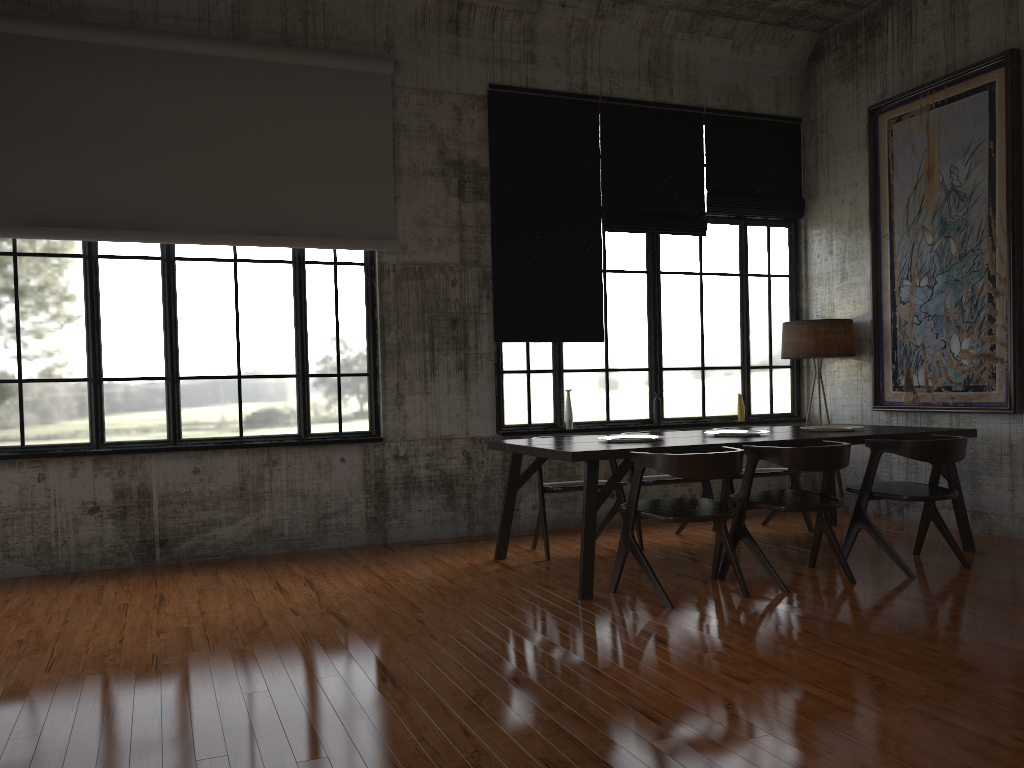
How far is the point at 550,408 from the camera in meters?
9.1 m

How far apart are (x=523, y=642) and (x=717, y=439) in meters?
2.6

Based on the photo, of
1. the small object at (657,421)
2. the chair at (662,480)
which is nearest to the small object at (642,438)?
the chair at (662,480)

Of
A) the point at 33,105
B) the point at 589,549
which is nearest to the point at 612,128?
the point at 589,549

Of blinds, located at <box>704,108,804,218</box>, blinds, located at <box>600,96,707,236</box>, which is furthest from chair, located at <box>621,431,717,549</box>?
blinds, located at <box>704,108,804,218</box>

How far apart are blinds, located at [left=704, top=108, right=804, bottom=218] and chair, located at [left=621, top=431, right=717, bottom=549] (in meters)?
3.25

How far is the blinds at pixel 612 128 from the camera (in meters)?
9.26

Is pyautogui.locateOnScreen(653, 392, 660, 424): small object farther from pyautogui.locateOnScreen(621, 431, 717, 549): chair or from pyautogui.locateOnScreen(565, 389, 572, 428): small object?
pyautogui.locateOnScreen(621, 431, 717, 549): chair

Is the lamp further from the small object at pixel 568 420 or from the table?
the small object at pixel 568 420

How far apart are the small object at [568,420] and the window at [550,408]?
0.10m
